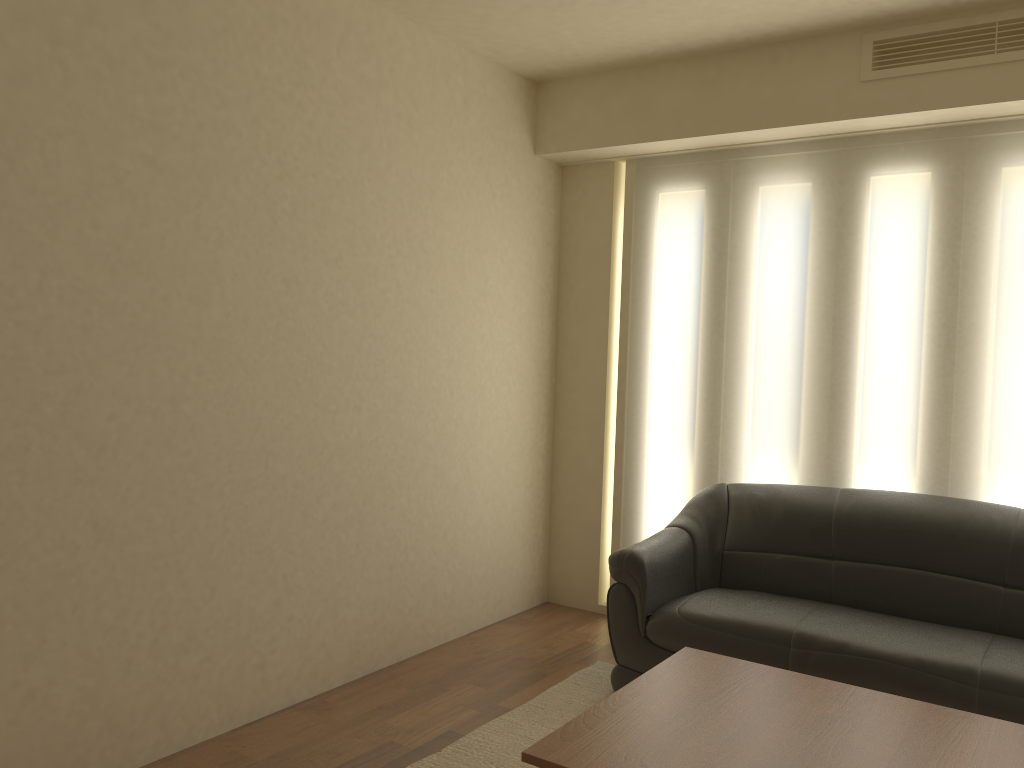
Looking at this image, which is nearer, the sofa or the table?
the table

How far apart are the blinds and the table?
1.65m

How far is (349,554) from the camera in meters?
3.9 m

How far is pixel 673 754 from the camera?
2.28m

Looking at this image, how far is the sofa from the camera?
3.2 meters

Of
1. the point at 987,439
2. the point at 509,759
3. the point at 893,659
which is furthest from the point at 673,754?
the point at 987,439

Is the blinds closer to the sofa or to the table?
the sofa

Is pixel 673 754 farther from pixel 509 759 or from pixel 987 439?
pixel 987 439

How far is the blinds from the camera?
4.0 meters

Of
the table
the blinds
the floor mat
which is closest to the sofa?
the floor mat
